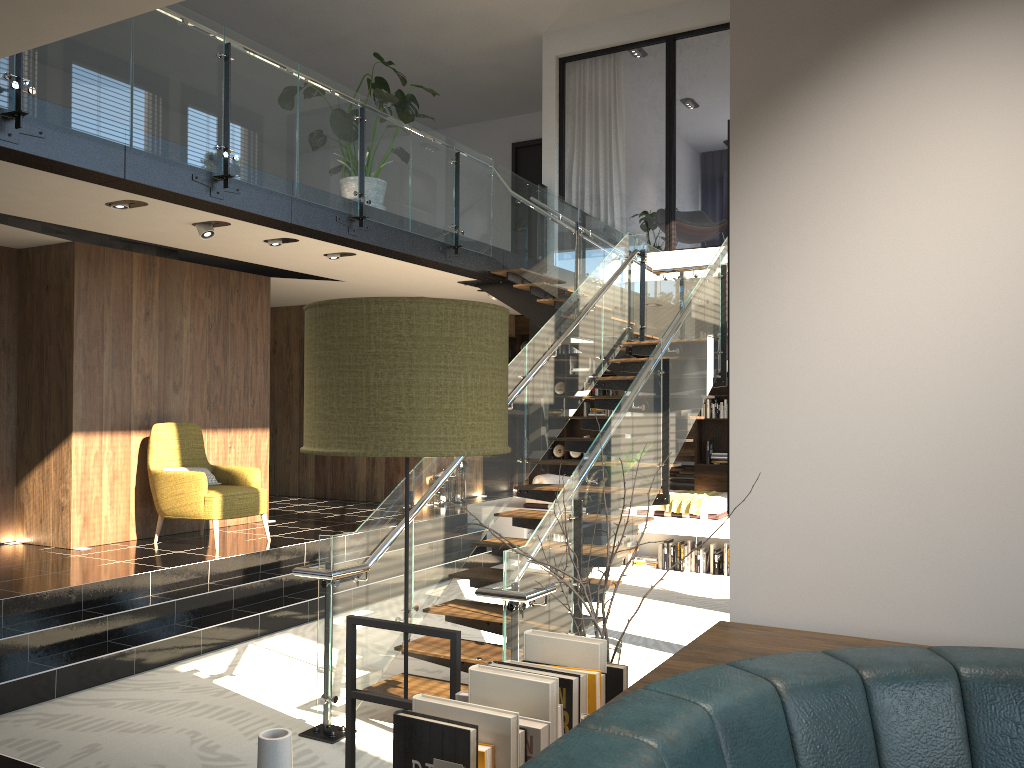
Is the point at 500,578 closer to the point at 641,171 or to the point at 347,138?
the point at 347,138

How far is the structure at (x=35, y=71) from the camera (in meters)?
5.03

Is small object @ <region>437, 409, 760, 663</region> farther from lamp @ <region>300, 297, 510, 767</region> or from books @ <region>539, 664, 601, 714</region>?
lamp @ <region>300, 297, 510, 767</region>

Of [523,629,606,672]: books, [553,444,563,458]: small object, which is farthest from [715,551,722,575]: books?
[523,629,606,672]: books

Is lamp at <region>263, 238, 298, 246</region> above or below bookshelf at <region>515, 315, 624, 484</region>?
above

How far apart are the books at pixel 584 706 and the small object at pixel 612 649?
0.17m

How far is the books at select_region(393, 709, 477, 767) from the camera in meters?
1.2 m

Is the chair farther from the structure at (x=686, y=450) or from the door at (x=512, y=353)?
the structure at (x=686, y=450)

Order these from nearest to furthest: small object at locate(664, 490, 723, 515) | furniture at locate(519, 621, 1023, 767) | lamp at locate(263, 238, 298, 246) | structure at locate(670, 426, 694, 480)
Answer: furniture at locate(519, 621, 1023, 767)
lamp at locate(263, 238, 298, 246)
small object at locate(664, 490, 723, 515)
structure at locate(670, 426, 694, 480)

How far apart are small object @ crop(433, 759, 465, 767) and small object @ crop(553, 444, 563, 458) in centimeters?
1215cm
